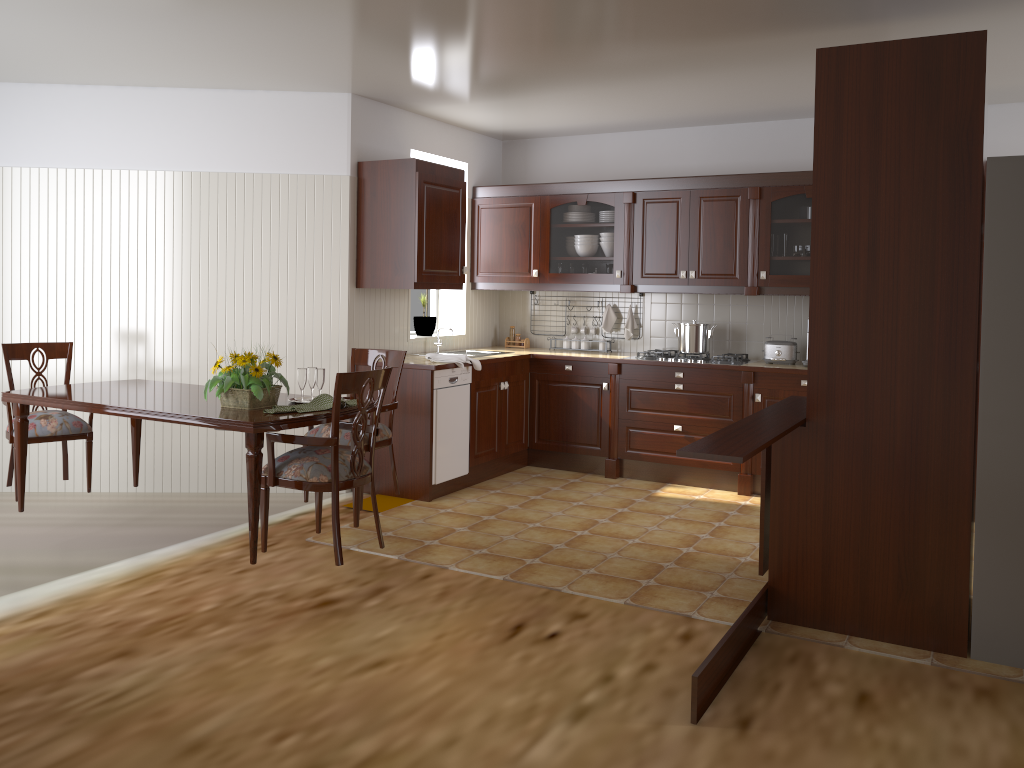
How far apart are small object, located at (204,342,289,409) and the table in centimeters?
3cm

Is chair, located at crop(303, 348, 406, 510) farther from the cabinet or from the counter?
the cabinet

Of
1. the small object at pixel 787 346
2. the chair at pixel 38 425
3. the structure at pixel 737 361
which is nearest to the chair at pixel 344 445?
the chair at pixel 38 425

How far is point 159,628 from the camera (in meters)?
3.33

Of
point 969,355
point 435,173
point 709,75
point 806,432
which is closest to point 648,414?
point 435,173

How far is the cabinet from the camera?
5.27m

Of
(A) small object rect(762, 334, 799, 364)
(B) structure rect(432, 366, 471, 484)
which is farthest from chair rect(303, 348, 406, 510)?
(A) small object rect(762, 334, 799, 364)

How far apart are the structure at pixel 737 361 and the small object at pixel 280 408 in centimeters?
264cm

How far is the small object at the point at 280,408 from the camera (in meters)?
3.59

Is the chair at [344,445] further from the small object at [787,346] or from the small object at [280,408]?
the small object at [787,346]
